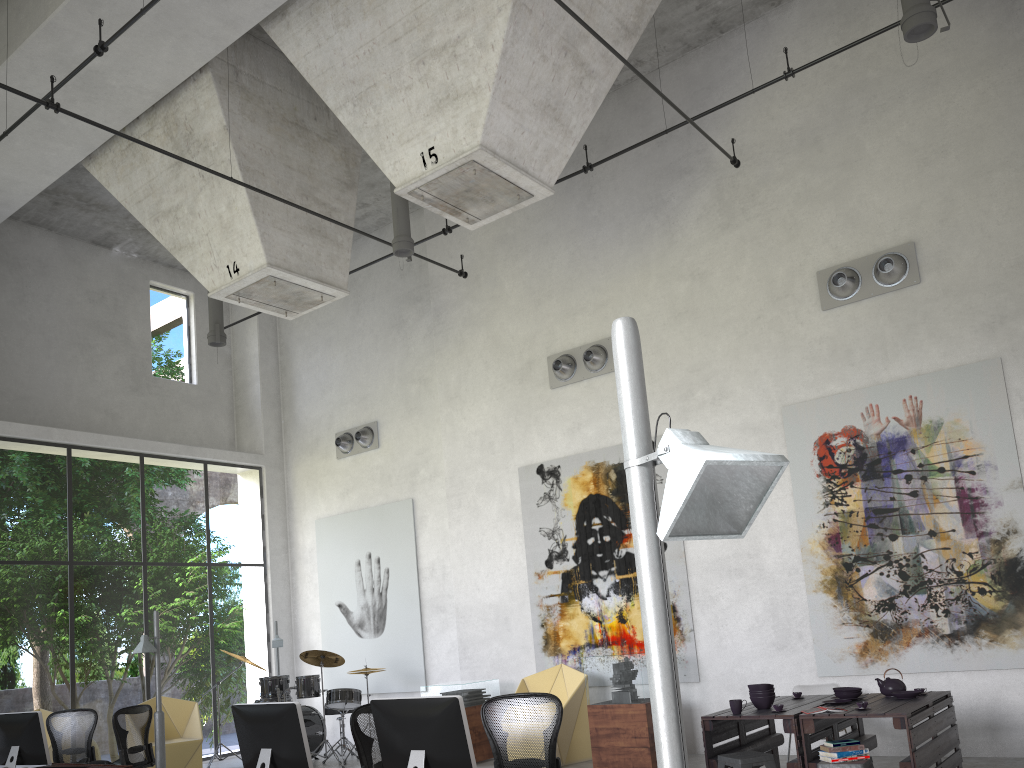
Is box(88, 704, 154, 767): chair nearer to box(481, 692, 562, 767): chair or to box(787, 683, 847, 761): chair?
box(481, 692, 562, 767): chair

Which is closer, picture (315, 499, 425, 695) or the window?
picture (315, 499, 425, 695)

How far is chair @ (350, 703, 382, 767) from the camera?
6.0m

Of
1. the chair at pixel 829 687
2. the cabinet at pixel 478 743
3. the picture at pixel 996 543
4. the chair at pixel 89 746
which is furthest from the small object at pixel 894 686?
the chair at pixel 89 746

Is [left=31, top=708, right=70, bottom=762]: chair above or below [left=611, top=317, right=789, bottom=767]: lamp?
below

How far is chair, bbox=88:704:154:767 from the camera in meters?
8.9

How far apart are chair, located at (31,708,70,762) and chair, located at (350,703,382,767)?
7.37m

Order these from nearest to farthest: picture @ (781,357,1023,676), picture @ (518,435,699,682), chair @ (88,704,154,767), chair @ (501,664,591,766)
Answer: picture @ (781,357,1023,676)
chair @ (88,704,154,767)
chair @ (501,664,591,766)
picture @ (518,435,699,682)

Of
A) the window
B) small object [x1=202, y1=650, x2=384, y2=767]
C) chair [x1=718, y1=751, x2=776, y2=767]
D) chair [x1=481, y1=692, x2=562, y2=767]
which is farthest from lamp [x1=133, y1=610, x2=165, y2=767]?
chair [x1=718, y1=751, x2=776, y2=767]

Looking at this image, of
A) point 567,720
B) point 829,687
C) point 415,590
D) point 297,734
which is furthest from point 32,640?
point 829,687
